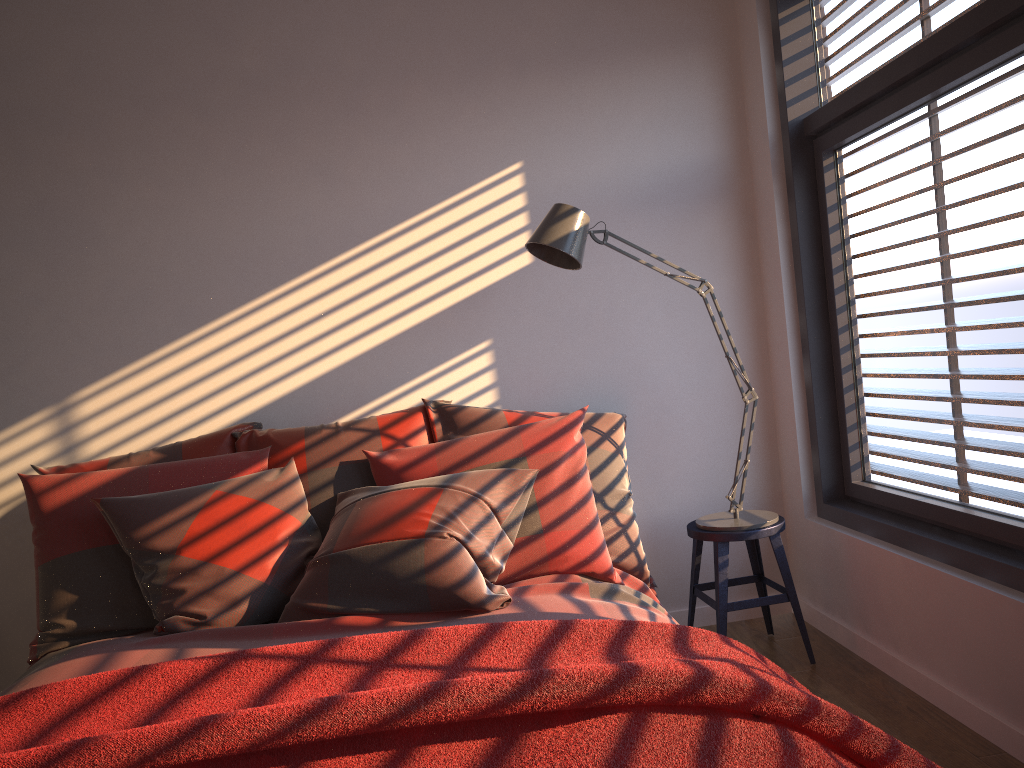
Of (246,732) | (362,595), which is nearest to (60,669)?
(362,595)

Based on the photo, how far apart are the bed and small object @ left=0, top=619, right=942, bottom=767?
Result: 0.3m

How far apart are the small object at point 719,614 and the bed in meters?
0.3 m

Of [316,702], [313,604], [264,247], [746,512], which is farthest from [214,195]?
[316,702]

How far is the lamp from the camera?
2.77m

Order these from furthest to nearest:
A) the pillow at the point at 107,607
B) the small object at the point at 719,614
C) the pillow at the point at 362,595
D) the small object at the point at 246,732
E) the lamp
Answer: the small object at the point at 719,614
the lamp
the pillow at the point at 107,607
the pillow at the point at 362,595
the small object at the point at 246,732

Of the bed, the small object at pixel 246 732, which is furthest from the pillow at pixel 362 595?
the small object at pixel 246 732

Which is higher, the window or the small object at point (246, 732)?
the window

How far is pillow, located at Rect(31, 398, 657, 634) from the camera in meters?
2.3 m

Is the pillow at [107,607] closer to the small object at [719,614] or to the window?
the small object at [719,614]
